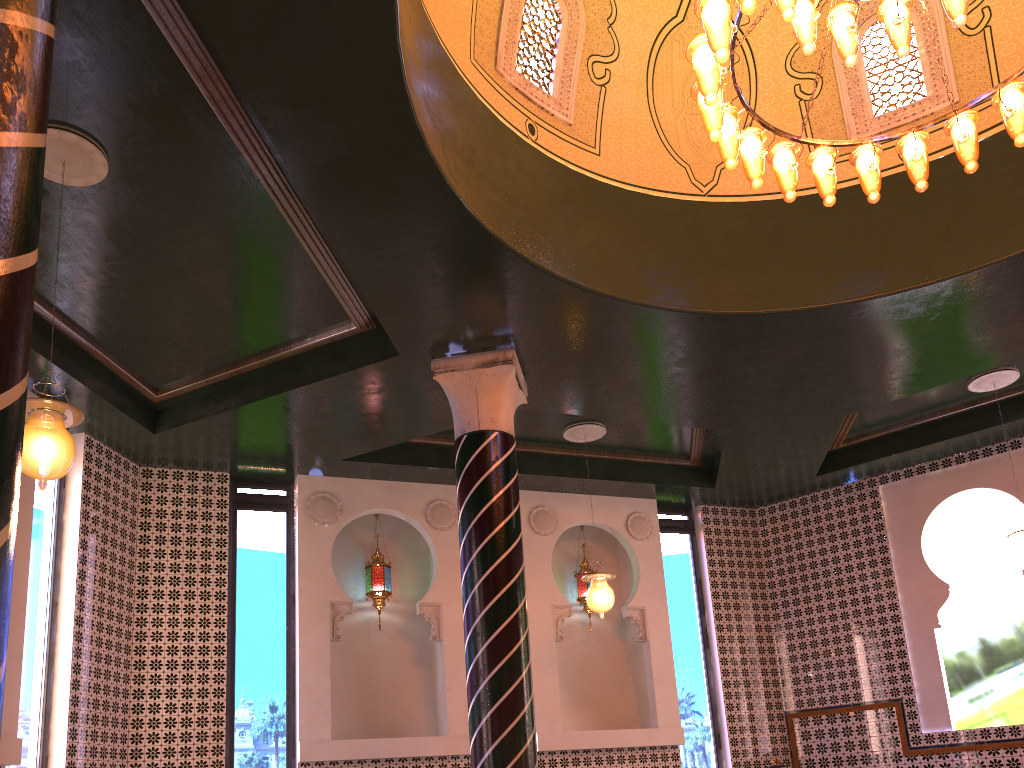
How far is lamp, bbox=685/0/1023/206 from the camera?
5.3 meters

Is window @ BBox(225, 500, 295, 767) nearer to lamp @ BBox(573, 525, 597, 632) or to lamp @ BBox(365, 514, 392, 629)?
lamp @ BBox(365, 514, 392, 629)

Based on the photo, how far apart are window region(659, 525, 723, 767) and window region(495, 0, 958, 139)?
5.97m

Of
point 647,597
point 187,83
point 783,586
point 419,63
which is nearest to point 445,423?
point 647,597

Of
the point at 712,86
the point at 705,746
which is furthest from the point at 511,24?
the point at 705,746

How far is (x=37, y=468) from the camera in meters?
5.0 m

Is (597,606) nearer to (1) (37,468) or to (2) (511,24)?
(2) (511,24)

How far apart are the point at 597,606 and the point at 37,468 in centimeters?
608cm

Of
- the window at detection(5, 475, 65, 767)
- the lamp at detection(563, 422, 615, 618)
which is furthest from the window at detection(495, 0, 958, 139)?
the window at detection(5, 475, 65, 767)

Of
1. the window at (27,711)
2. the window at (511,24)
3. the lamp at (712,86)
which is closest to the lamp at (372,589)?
the window at (27,711)
